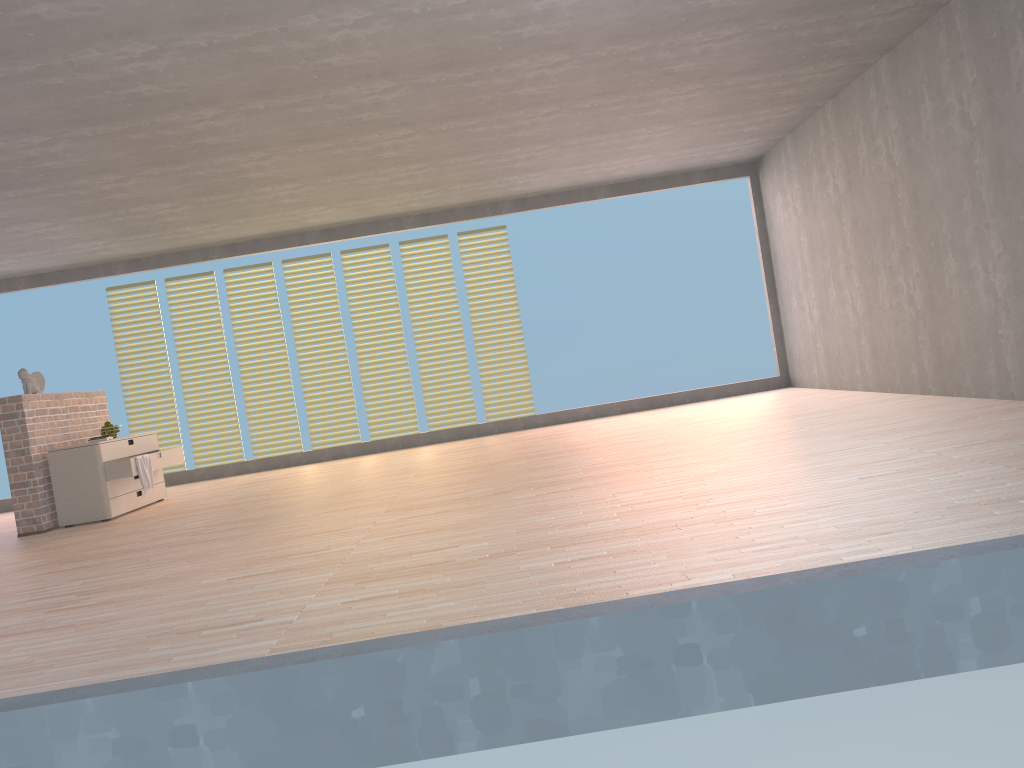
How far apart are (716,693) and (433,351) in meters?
8.0 m

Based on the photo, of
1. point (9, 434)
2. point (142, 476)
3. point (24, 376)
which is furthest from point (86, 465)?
point (24, 376)

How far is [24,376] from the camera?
6.91m

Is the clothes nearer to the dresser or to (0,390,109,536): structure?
the dresser

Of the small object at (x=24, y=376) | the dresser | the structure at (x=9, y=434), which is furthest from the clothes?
the small object at (x=24, y=376)

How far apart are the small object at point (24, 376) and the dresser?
0.56m

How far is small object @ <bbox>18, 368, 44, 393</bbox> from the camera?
6.9 meters

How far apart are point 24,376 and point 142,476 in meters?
1.2 m

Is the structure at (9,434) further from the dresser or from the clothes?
the clothes

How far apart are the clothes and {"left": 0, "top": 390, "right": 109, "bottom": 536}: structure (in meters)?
0.68
